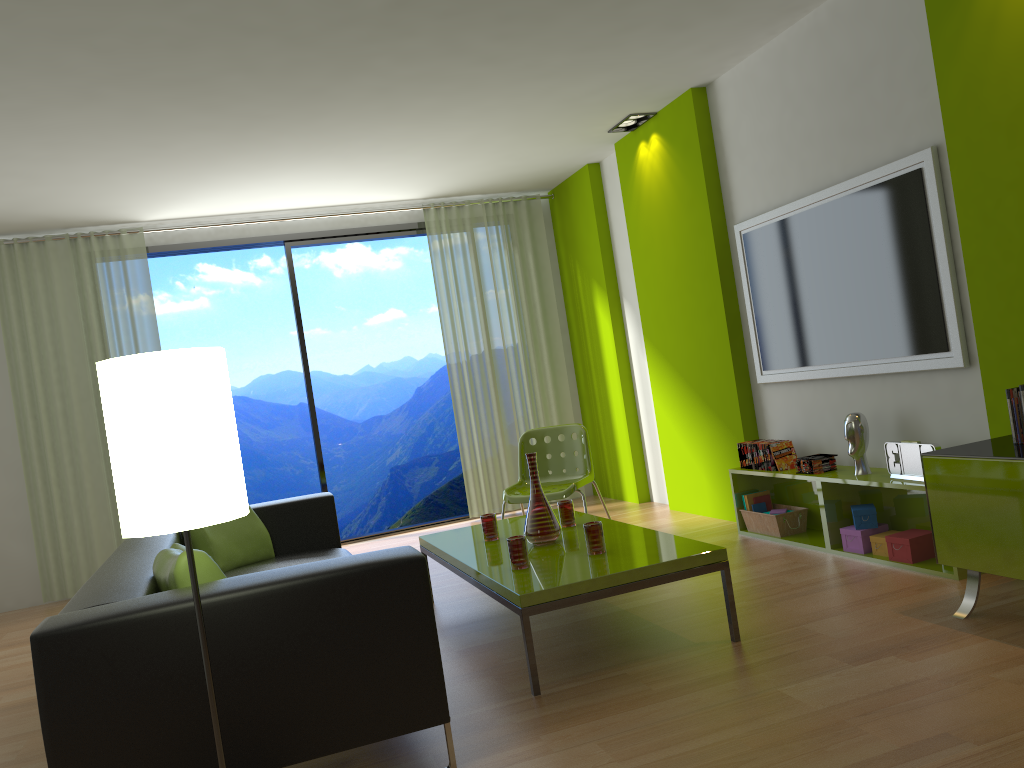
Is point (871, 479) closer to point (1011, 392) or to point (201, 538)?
point (1011, 392)

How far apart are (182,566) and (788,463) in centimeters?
330cm

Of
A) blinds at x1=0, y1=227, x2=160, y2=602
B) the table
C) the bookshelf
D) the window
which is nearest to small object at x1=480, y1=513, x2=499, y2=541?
the table

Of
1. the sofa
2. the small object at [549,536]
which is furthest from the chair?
the small object at [549,536]

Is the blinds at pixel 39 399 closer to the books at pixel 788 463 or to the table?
the table

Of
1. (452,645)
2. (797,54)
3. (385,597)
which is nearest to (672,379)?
(797,54)

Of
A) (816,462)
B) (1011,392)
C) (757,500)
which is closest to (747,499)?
(757,500)

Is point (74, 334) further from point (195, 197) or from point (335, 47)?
point (335, 47)

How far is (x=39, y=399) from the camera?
6.2m

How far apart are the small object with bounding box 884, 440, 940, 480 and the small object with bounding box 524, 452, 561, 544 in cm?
155
